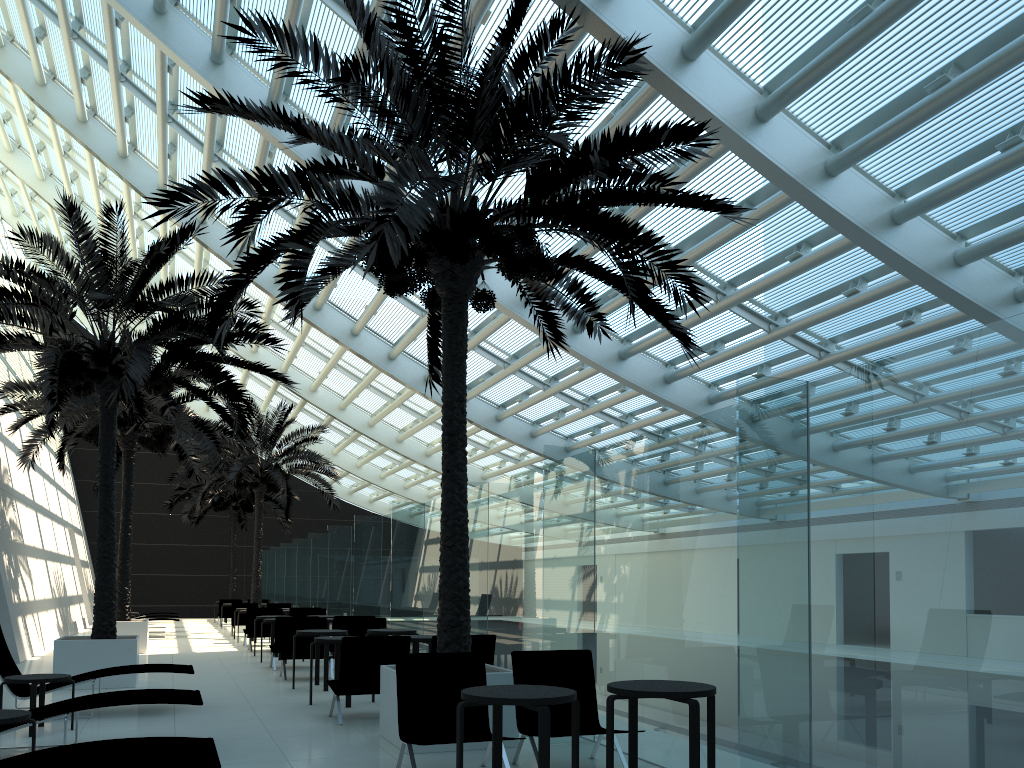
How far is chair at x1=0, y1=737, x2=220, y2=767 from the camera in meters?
4.3 m

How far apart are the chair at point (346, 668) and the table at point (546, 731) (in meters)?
3.54

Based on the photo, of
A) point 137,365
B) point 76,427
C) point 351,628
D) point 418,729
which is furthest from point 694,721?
point 76,427

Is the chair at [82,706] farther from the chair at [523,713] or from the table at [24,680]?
the chair at [523,713]

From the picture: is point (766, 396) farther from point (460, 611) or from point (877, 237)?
point (877, 237)

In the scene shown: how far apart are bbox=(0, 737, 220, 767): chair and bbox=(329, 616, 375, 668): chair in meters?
9.2

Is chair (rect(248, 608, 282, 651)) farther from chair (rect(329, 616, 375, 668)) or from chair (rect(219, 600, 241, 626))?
chair (rect(219, 600, 241, 626))

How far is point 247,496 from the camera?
32.09m

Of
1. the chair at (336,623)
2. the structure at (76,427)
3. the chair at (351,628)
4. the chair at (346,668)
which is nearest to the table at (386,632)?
the chair at (351,628)

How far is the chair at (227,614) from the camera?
28.3m
